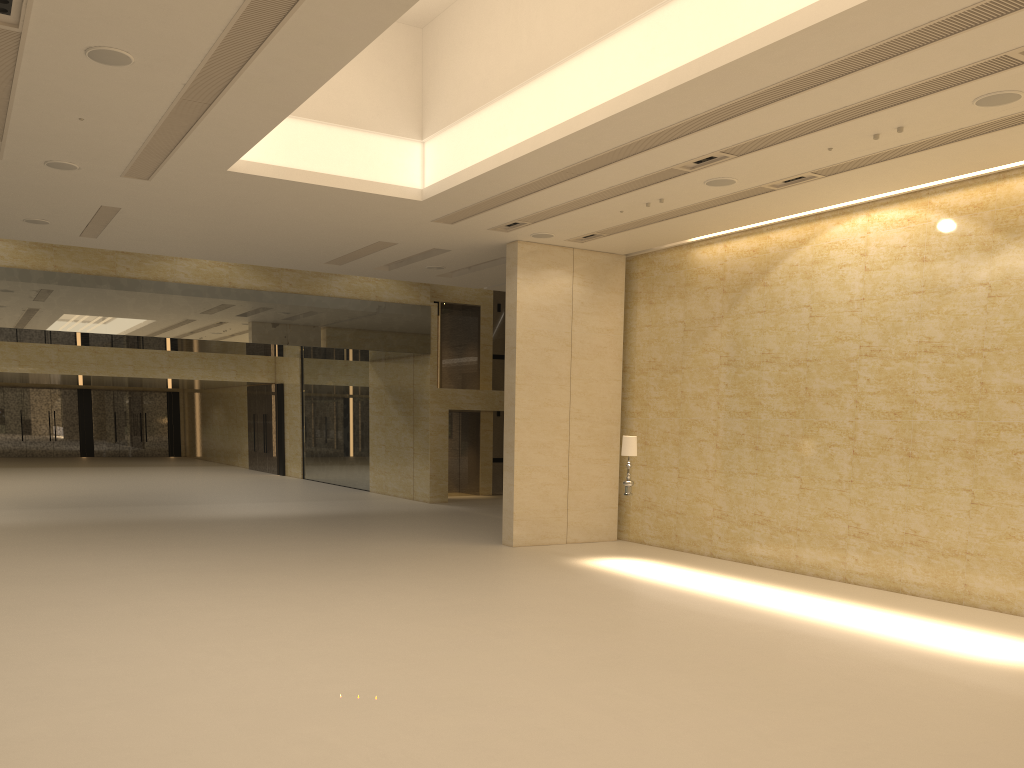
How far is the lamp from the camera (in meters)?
15.23

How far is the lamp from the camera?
15.23m

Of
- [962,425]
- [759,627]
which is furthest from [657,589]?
[962,425]
